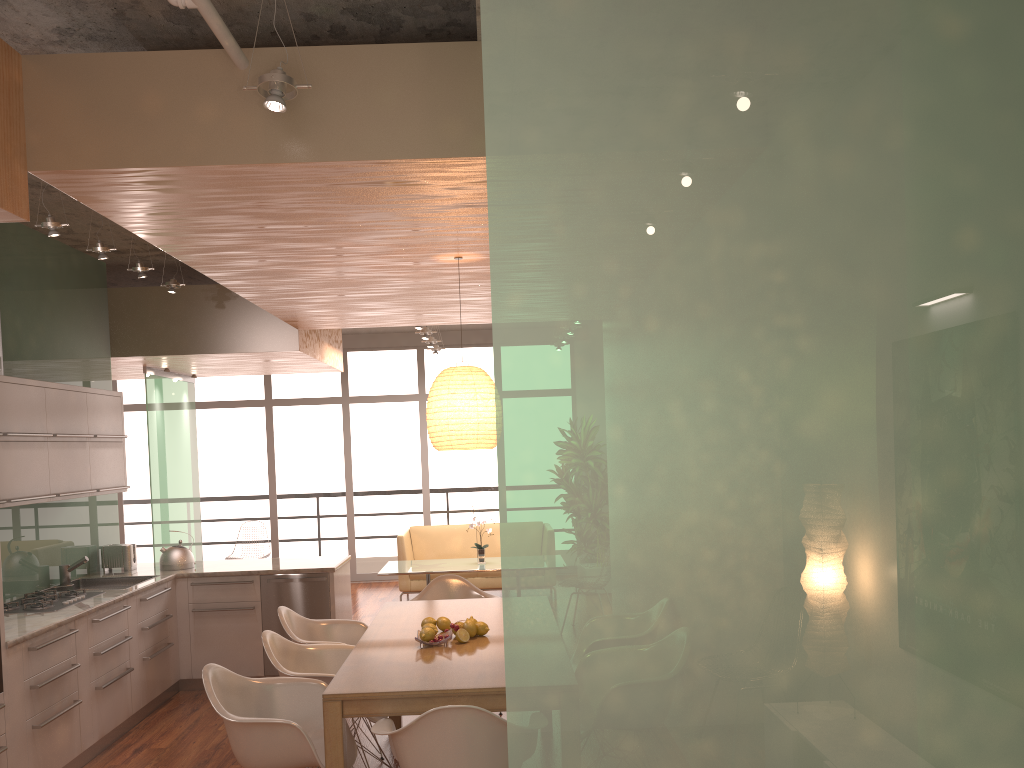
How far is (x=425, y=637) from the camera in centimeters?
419cm

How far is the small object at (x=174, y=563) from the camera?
6.7 meters

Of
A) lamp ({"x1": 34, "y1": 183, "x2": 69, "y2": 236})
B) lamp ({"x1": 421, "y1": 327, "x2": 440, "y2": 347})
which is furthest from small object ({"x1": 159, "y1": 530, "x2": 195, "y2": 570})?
lamp ({"x1": 421, "y1": 327, "x2": 440, "y2": 347})

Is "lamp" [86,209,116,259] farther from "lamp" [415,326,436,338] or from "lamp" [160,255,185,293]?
"lamp" [415,326,436,338]

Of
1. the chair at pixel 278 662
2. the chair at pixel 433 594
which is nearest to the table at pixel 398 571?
the chair at pixel 433 594

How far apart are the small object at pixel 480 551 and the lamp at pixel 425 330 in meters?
2.3 m

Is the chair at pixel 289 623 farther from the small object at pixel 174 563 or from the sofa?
the sofa

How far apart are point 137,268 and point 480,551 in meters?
4.6 m

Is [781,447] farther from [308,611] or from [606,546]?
[308,611]

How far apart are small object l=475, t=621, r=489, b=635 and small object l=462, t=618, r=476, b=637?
0.05m
